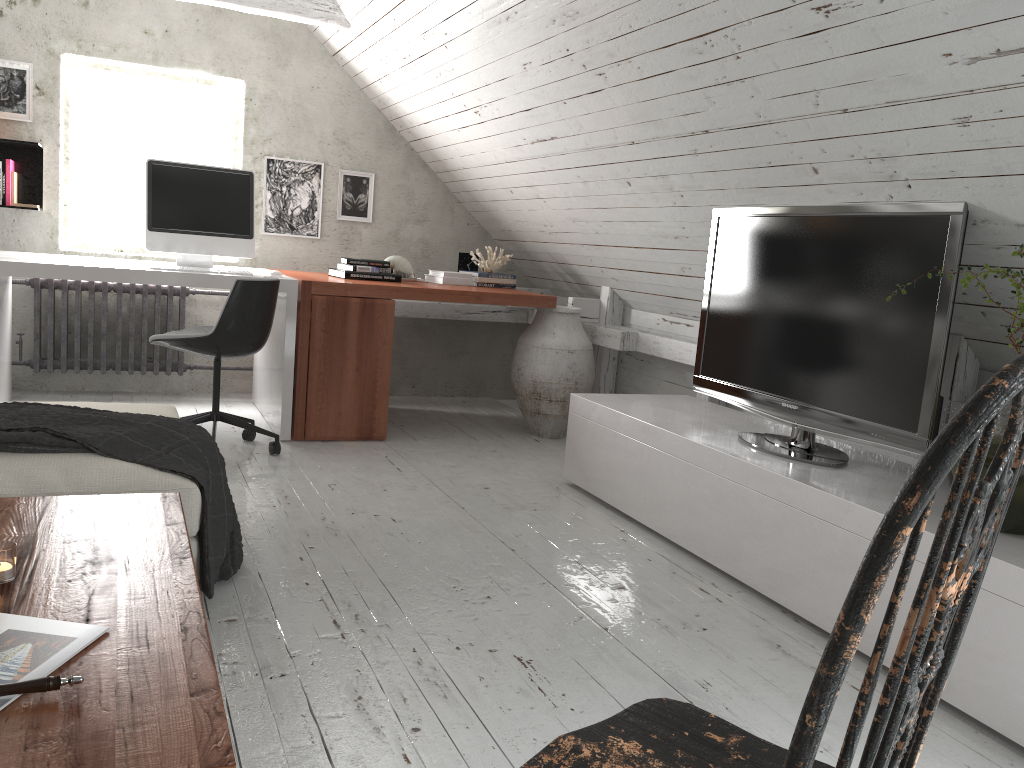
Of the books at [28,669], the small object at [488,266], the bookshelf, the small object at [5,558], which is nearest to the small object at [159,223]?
the bookshelf

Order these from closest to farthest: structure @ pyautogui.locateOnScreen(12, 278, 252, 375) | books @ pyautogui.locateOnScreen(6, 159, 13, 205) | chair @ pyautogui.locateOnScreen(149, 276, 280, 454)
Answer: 1. chair @ pyautogui.locateOnScreen(149, 276, 280, 454)
2. books @ pyautogui.locateOnScreen(6, 159, 13, 205)
3. structure @ pyautogui.locateOnScreen(12, 278, 252, 375)

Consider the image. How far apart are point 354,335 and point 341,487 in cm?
95

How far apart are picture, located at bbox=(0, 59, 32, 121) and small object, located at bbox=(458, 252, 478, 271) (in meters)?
2.36

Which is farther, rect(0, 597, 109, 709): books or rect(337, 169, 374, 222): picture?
rect(337, 169, 374, 222): picture

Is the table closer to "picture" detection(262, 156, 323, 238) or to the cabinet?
the cabinet

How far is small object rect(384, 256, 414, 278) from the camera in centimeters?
489cm

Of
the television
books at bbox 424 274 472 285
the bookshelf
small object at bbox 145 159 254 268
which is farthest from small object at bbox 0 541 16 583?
the bookshelf

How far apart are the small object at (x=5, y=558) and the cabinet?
1.89m

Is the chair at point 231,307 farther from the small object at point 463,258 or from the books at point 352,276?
the small object at point 463,258
